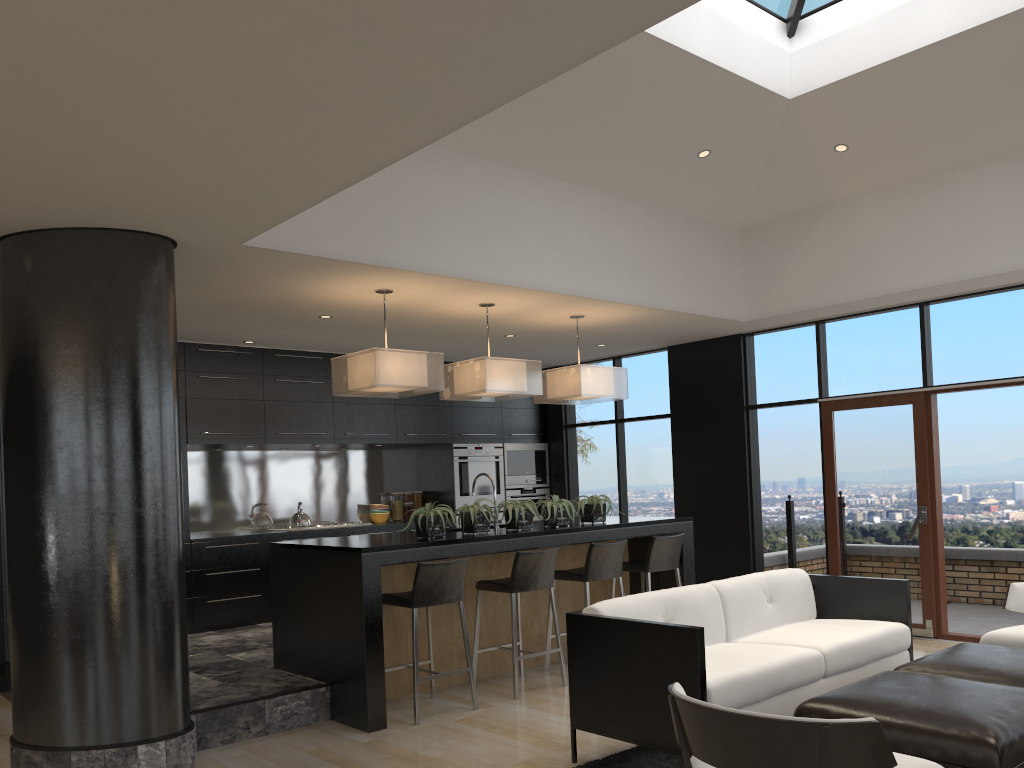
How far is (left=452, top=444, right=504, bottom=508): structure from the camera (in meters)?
9.48

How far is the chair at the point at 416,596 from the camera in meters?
5.2

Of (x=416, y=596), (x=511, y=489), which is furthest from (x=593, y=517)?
(x=511, y=489)

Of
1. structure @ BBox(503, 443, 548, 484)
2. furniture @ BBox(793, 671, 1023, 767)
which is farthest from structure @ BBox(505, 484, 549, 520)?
furniture @ BBox(793, 671, 1023, 767)

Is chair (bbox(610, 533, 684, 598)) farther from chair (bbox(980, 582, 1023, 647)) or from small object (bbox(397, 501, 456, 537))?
chair (bbox(980, 582, 1023, 647))

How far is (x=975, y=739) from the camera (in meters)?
3.10

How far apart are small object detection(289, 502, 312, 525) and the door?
4.8m

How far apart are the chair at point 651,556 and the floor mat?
2.3 meters

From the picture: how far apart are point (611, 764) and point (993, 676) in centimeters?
175cm

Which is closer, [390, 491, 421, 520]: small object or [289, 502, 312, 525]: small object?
[289, 502, 312, 525]: small object
